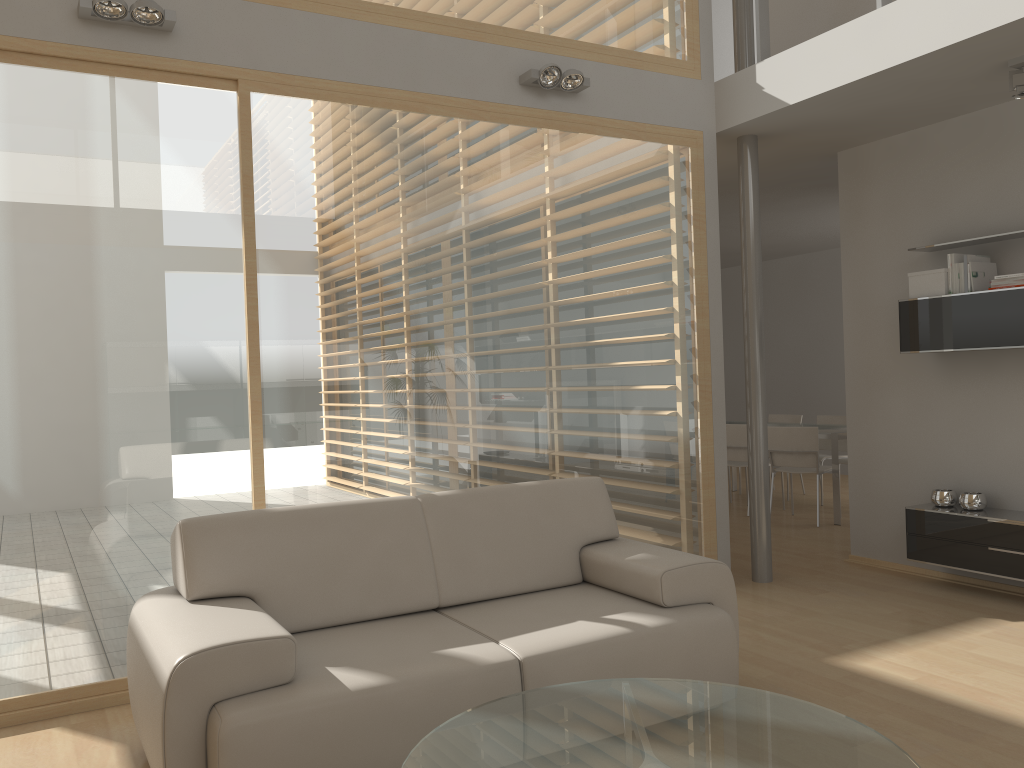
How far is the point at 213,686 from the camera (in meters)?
2.46

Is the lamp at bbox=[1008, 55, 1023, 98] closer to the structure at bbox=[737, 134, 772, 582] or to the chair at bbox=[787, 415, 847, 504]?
the structure at bbox=[737, 134, 772, 582]

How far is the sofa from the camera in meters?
2.5 m

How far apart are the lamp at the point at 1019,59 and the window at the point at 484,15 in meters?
1.7 m

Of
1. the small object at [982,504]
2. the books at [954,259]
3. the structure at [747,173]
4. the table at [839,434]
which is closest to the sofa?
the structure at [747,173]

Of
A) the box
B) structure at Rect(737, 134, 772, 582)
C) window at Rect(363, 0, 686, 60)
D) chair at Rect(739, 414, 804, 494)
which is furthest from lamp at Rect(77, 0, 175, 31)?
chair at Rect(739, 414, 804, 494)

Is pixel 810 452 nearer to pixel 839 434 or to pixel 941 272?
pixel 839 434

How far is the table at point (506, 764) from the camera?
2.1 meters

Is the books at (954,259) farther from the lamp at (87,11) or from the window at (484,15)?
the lamp at (87,11)

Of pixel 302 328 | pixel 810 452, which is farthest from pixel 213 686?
pixel 810 452
